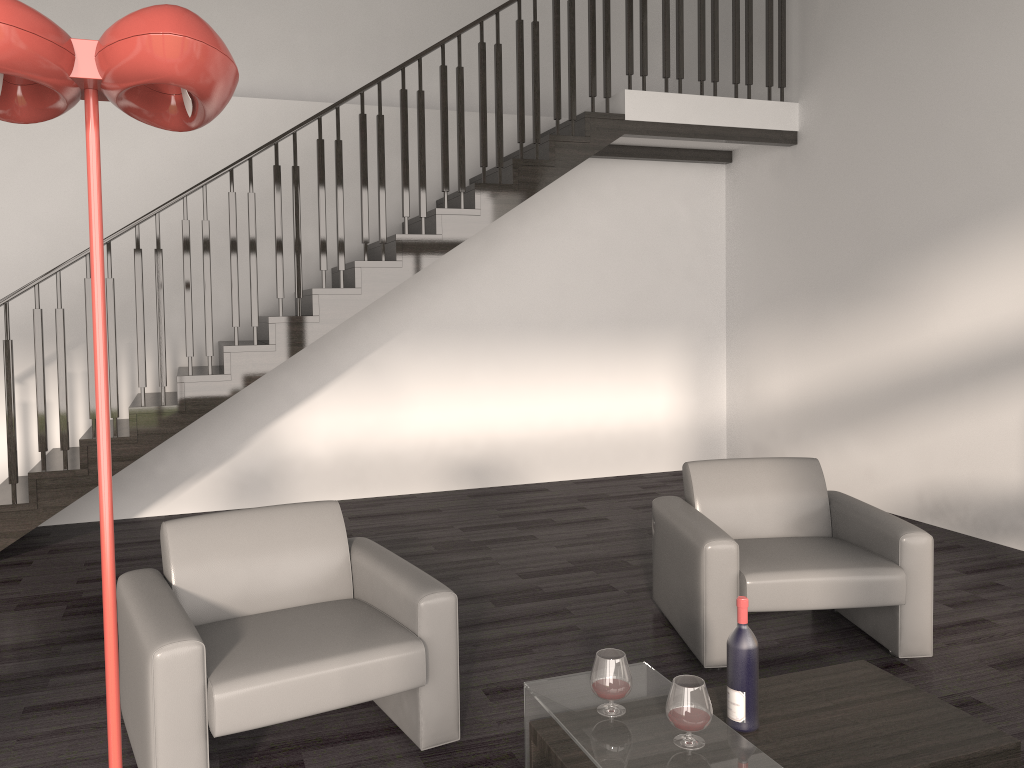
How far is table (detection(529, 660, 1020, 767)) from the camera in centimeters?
237cm

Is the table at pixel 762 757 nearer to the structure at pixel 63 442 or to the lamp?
the lamp

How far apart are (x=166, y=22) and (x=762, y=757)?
2.0m

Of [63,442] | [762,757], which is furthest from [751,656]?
[63,442]

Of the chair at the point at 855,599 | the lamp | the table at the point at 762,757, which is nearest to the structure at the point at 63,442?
the chair at the point at 855,599

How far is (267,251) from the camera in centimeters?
648cm

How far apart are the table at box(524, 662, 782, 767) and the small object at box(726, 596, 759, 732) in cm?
16

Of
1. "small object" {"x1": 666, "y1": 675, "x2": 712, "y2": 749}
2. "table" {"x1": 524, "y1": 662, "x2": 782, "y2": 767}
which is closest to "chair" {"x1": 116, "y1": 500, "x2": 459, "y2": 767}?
"table" {"x1": 524, "y1": 662, "x2": 782, "y2": 767}

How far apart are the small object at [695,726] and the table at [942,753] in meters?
0.3 m

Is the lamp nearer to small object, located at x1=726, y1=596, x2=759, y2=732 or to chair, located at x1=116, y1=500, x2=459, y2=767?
chair, located at x1=116, y1=500, x2=459, y2=767
